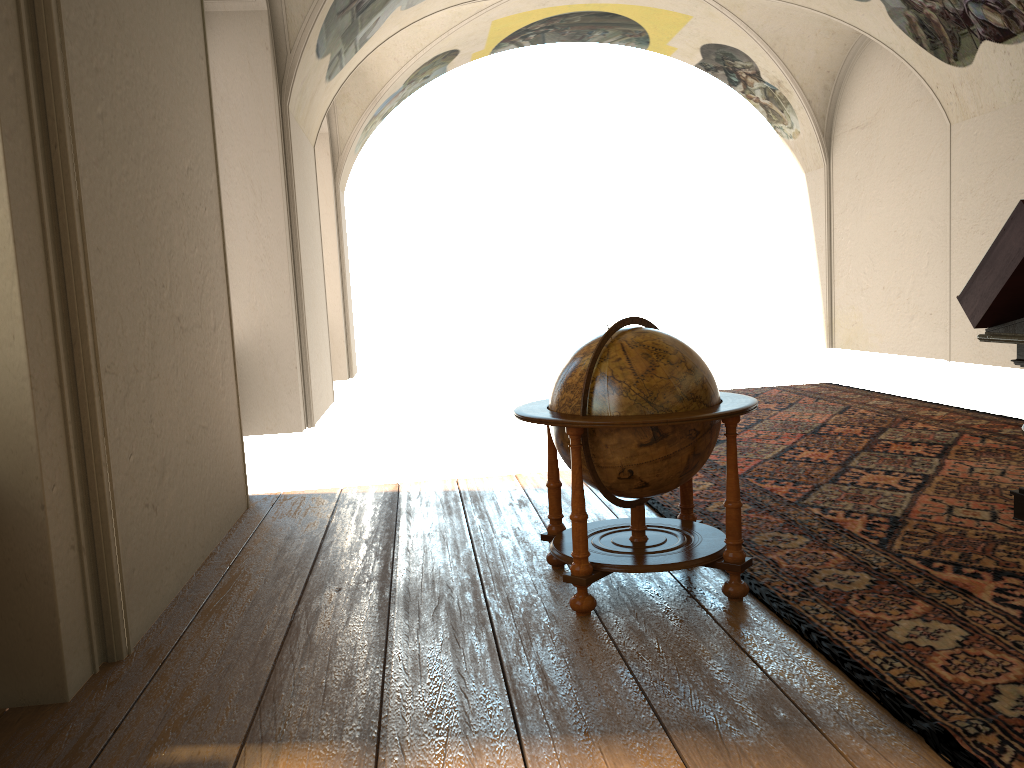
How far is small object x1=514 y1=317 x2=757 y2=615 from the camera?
4.3m

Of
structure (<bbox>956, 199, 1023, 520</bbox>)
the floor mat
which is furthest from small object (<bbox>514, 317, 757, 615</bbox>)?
structure (<bbox>956, 199, 1023, 520</bbox>)

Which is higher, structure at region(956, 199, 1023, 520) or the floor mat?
structure at region(956, 199, 1023, 520)

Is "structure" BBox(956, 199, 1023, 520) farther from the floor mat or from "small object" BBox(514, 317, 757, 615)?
"small object" BBox(514, 317, 757, 615)

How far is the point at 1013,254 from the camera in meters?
5.1

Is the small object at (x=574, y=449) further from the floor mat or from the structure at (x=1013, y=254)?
the structure at (x=1013, y=254)

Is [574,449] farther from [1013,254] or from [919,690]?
[1013,254]

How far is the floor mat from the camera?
3.32m

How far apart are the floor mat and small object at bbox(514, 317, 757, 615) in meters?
0.1 m

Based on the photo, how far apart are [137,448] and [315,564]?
1.42m
